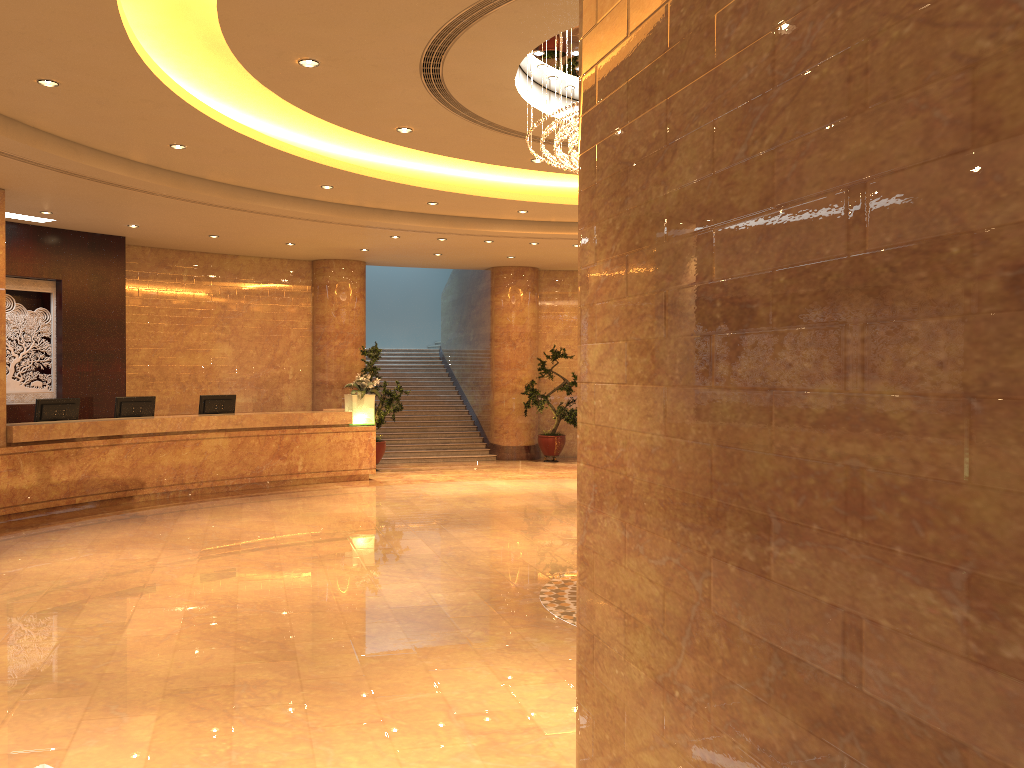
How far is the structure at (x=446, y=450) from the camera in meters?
18.1 m

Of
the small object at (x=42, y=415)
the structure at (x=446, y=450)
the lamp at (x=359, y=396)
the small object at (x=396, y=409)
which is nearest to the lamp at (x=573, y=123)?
the lamp at (x=359, y=396)

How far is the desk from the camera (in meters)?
10.88

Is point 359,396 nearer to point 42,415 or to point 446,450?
point 446,450

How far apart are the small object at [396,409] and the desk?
1.3m

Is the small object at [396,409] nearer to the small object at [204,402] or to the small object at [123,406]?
the small object at [204,402]

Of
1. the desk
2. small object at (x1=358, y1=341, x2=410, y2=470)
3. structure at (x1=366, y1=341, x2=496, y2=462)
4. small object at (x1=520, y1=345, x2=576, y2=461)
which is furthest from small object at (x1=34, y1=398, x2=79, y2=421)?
small object at (x1=520, y1=345, x2=576, y2=461)

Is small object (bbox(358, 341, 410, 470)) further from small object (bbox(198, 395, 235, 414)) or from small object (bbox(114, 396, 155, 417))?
small object (bbox(114, 396, 155, 417))

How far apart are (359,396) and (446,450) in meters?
3.8 m

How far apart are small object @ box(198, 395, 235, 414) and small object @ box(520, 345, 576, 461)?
6.0 meters
